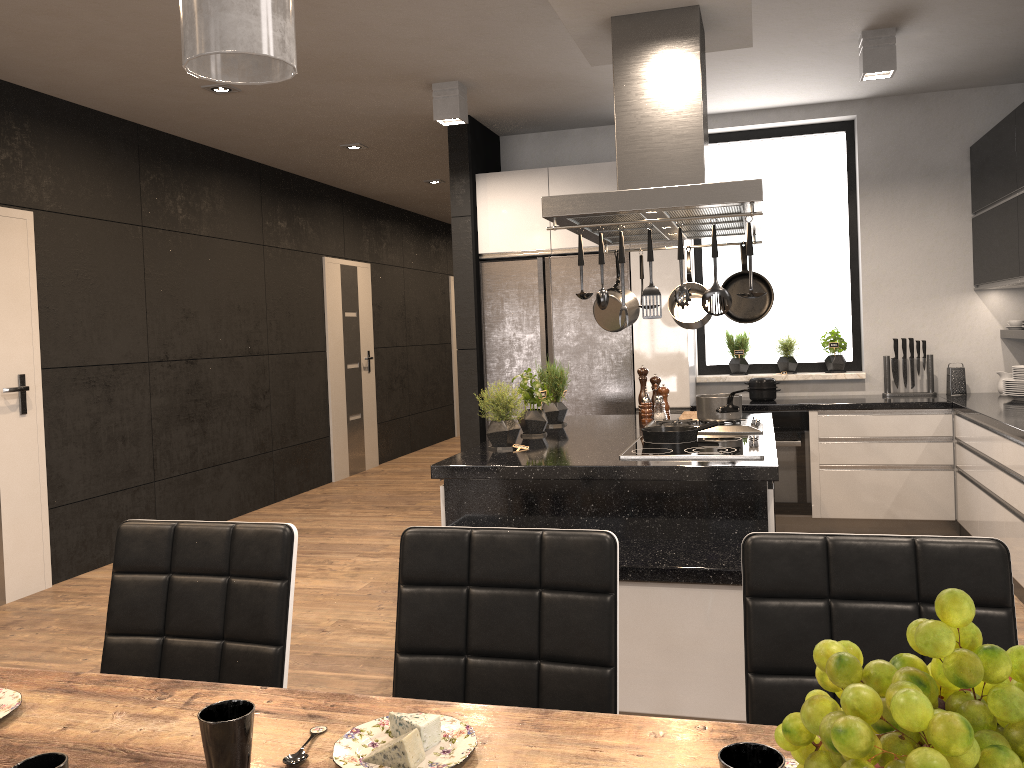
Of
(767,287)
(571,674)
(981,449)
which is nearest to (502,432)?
(767,287)

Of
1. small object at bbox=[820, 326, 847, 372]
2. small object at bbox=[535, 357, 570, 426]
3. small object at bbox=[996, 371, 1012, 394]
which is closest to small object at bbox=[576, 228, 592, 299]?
small object at bbox=[535, 357, 570, 426]

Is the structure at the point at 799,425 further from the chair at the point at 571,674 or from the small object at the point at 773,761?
the small object at the point at 773,761

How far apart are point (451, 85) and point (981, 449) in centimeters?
343cm

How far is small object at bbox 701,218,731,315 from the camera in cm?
301

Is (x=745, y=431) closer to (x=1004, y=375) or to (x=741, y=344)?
(x=741, y=344)

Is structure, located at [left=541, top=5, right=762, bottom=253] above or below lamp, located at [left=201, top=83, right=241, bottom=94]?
below

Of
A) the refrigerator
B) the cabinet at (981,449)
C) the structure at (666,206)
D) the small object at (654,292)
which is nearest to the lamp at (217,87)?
the cabinet at (981,449)

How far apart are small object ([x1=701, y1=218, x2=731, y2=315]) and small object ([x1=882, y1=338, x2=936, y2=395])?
3.1 meters

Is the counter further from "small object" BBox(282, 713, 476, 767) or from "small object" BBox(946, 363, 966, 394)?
"small object" BBox(282, 713, 476, 767)
